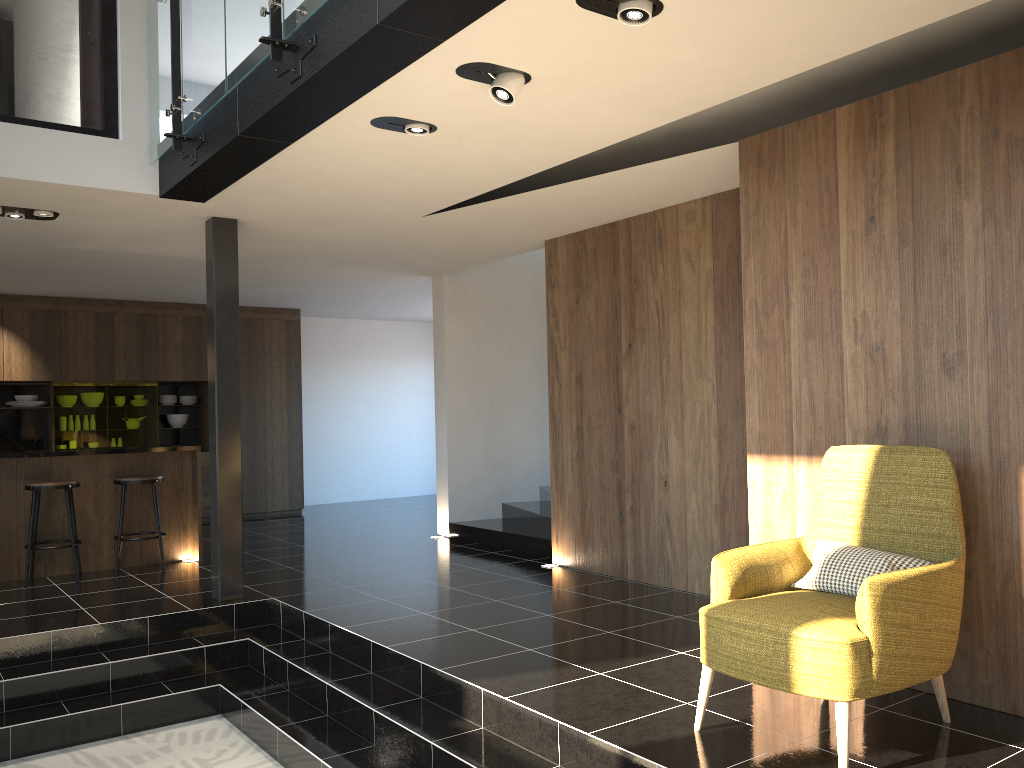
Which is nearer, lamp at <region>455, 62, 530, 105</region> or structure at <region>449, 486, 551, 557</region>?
lamp at <region>455, 62, 530, 105</region>

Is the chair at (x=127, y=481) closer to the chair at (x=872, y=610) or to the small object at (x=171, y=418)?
the small object at (x=171, y=418)

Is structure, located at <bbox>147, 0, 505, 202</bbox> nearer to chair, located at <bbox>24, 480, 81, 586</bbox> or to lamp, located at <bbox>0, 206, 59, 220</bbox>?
lamp, located at <bbox>0, 206, 59, 220</bbox>

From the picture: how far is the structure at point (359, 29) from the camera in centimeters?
331cm

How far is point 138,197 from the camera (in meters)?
5.65

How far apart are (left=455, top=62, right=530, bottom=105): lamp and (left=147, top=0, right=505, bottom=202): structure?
0.2m

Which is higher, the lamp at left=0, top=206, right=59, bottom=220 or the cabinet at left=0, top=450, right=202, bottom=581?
the lamp at left=0, top=206, right=59, bottom=220

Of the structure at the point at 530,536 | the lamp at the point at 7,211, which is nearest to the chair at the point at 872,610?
the structure at the point at 530,536

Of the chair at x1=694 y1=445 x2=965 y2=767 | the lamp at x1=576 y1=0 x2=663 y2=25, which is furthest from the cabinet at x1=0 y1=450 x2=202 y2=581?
the lamp at x1=576 y1=0 x2=663 y2=25

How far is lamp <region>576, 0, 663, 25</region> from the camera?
3.1m
